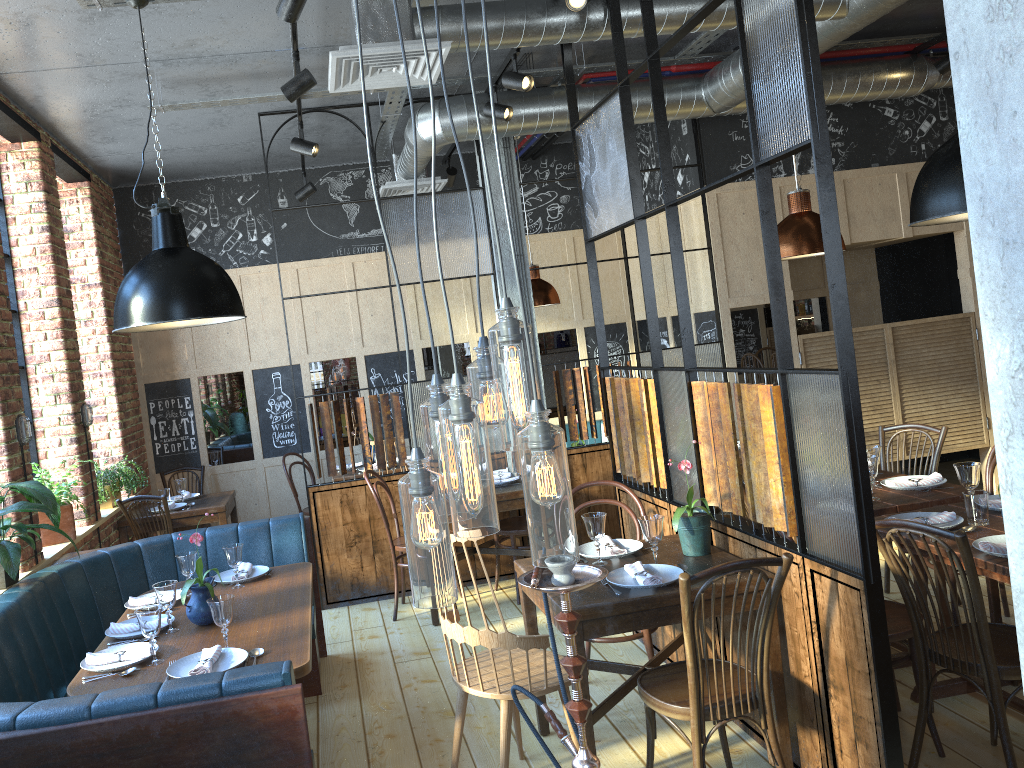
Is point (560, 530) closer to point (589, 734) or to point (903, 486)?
point (589, 734)

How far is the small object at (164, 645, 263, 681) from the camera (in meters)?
2.88

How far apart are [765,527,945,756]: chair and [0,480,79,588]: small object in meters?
2.9

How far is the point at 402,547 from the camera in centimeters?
538cm

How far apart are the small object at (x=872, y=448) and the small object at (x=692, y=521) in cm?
122

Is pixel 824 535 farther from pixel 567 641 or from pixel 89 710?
pixel 89 710

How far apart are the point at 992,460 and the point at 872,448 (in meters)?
0.69

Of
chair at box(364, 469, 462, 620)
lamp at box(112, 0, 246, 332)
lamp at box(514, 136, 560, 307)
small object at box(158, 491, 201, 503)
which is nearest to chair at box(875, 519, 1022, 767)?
lamp at box(112, 0, 246, 332)

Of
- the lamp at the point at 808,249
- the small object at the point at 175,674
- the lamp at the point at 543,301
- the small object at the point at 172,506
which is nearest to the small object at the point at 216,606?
the small object at the point at 175,674

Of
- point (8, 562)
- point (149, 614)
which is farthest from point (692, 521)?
point (8, 562)
